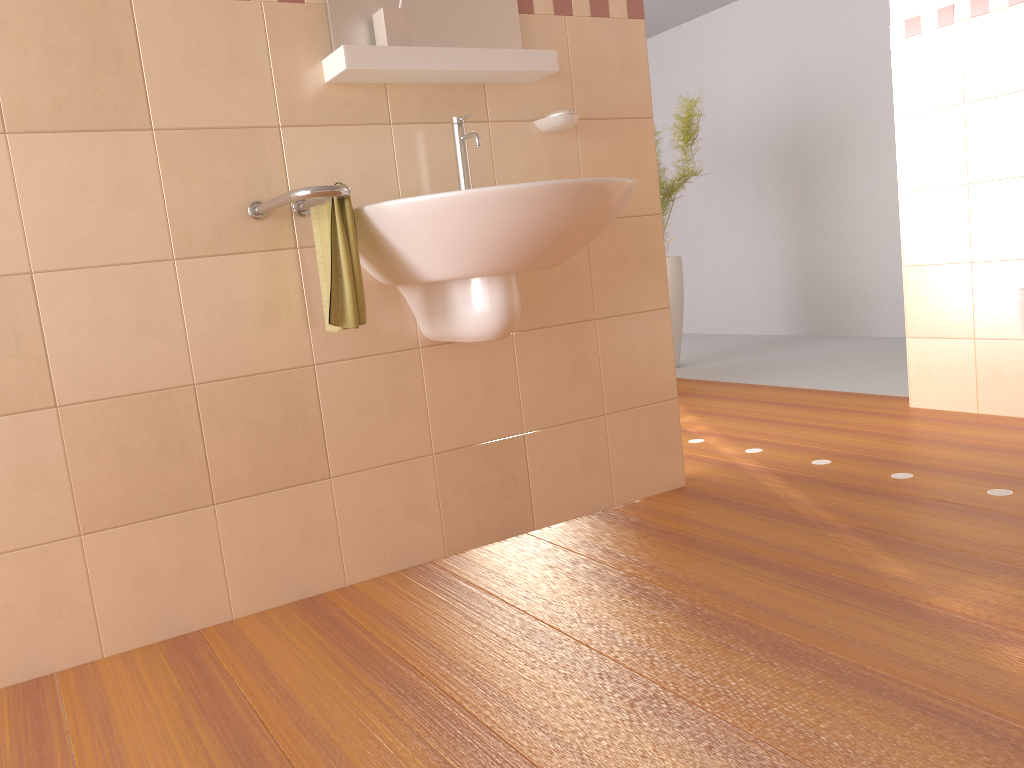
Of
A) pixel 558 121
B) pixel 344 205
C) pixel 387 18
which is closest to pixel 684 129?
pixel 558 121

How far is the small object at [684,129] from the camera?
4.8 meters

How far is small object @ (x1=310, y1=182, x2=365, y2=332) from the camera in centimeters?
179cm

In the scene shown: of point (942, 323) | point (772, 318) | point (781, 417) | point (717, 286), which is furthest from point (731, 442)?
point (717, 286)

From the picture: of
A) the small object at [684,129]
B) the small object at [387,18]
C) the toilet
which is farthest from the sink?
the small object at [684,129]

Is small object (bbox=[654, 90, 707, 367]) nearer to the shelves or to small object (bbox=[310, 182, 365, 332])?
the shelves

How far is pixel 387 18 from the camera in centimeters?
197cm

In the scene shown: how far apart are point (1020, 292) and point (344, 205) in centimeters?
187cm

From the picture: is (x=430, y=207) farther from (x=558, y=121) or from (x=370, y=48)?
(x=558, y=121)

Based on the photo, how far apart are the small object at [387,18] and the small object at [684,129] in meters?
2.9 m
